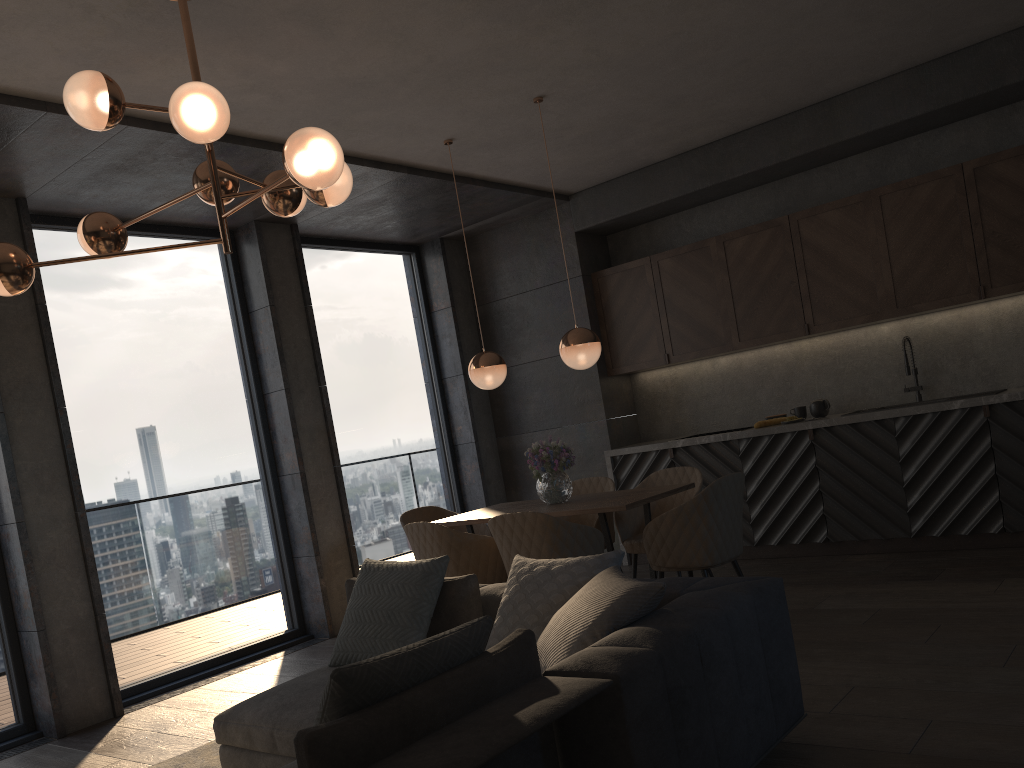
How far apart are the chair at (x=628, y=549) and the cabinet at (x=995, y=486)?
1.07m

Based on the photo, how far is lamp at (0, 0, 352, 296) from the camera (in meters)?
2.79

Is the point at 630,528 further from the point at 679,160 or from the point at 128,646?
the point at 128,646

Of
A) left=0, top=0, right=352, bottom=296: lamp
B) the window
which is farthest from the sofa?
the window

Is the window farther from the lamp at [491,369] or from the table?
the lamp at [491,369]

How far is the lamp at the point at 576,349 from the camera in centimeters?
494cm

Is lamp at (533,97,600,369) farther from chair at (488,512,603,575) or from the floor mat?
the floor mat

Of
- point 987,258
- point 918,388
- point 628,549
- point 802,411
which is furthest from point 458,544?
point 987,258

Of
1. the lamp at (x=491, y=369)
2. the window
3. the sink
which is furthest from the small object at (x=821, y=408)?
the window

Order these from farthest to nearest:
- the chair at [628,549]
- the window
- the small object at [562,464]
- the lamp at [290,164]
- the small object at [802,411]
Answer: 1. the small object at [802,411]
2. the window
3. the chair at [628,549]
4. the small object at [562,464]
5. the lamp at [290,164]
